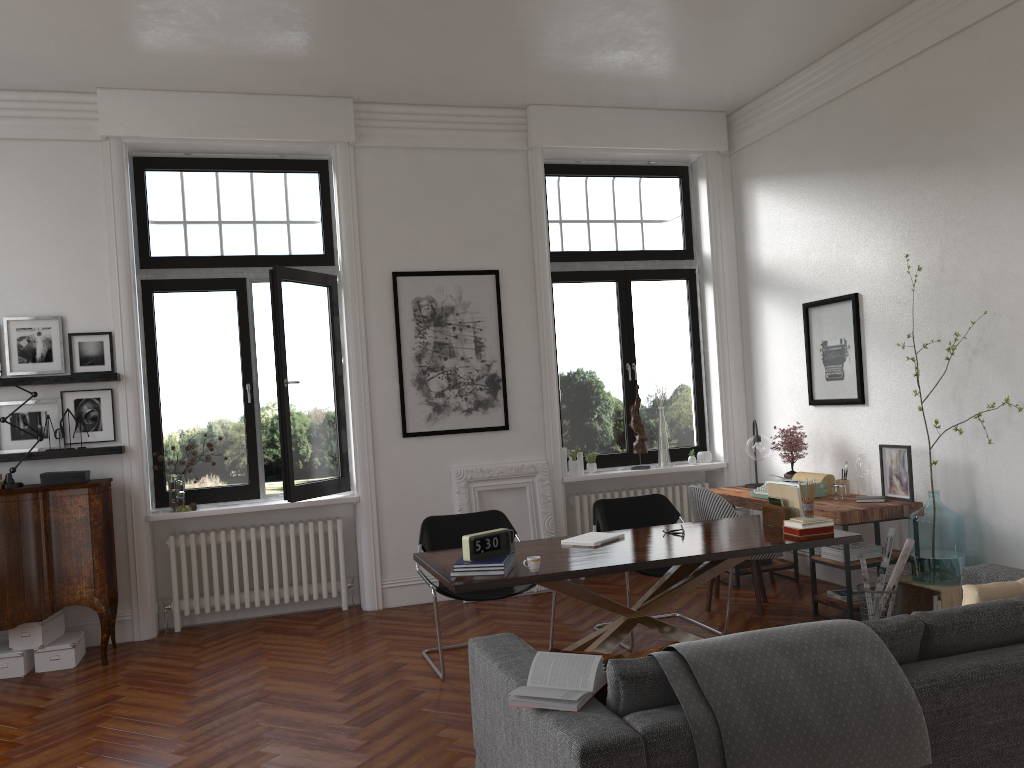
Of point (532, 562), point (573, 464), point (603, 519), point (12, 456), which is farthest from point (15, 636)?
point (573, 464)

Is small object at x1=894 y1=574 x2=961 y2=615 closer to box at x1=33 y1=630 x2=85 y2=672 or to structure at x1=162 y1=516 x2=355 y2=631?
structure at x1=162 y1=516 x2=355 y2=631

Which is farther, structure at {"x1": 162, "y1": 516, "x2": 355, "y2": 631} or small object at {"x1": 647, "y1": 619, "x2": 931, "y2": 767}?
structure at {"x1": 162, "y1": 516, "x2": 355, "y2": 631}

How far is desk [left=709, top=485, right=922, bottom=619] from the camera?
5.6m

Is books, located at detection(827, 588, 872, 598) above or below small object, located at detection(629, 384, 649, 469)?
below

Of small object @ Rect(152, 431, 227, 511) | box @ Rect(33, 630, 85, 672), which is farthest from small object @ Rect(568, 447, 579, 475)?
box @ Rect(33, 630, 85, 672)

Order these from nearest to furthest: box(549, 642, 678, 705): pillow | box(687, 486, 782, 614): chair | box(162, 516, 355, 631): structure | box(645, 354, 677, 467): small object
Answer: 1. box(549, 642, 678, 705): pillow
2. box(687, 486, 782, 614): chair
3. box(162, 516, 355, 631): structure
4. box(645, 354, 677, 467): small object

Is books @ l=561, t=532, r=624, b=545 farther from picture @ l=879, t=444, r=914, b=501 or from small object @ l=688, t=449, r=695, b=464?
small object @ l=688, t=449, r=695, b=464

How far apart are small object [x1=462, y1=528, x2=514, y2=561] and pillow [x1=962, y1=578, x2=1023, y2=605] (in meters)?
2.03

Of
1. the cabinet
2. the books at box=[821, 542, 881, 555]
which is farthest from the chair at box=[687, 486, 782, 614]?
the cabinet
